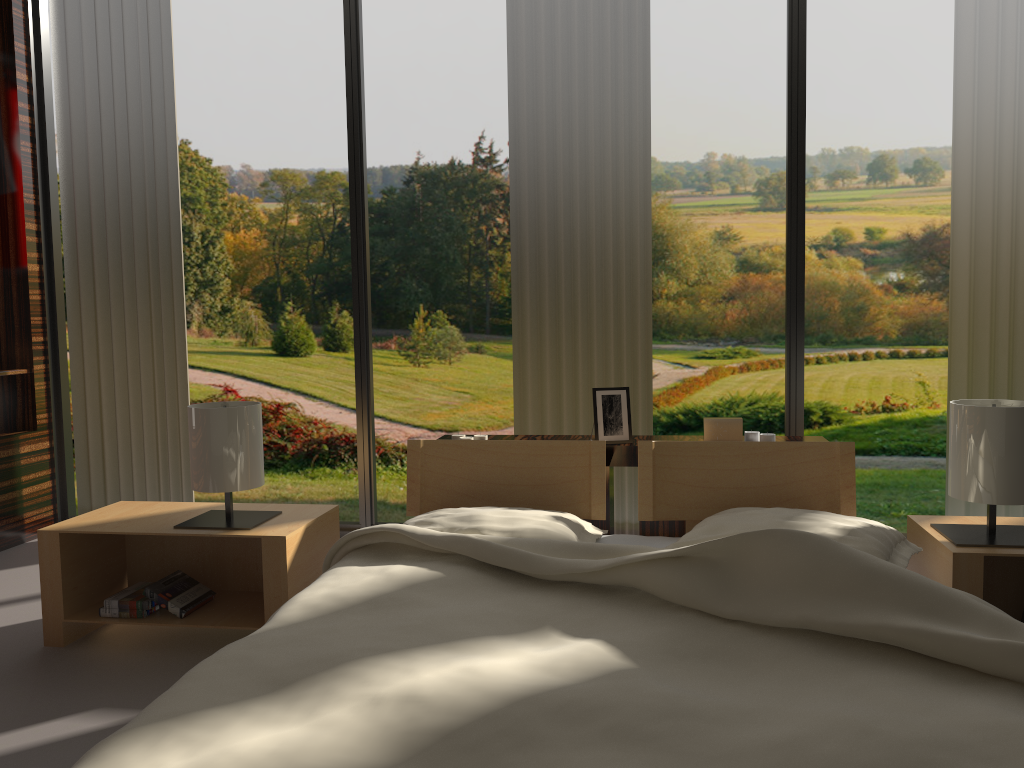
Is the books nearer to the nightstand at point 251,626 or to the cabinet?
the nightstand at point 251,626

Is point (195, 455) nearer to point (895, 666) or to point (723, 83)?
point (895, 666)

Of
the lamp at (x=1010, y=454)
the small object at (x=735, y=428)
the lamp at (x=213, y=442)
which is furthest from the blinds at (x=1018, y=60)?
the lamp at (x=213, y=442)

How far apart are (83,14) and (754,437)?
3.0m

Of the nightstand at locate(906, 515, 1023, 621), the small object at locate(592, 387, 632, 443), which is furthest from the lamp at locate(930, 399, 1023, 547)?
the small object at locate(592, 387, 632, 443)

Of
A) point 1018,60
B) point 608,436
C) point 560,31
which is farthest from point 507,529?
point 1018,60

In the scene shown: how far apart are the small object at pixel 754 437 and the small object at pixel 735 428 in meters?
0.0

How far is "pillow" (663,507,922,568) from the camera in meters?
1.9

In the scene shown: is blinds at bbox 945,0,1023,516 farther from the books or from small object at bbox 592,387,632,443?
the books

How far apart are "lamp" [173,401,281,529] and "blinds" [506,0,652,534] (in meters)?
1.13
